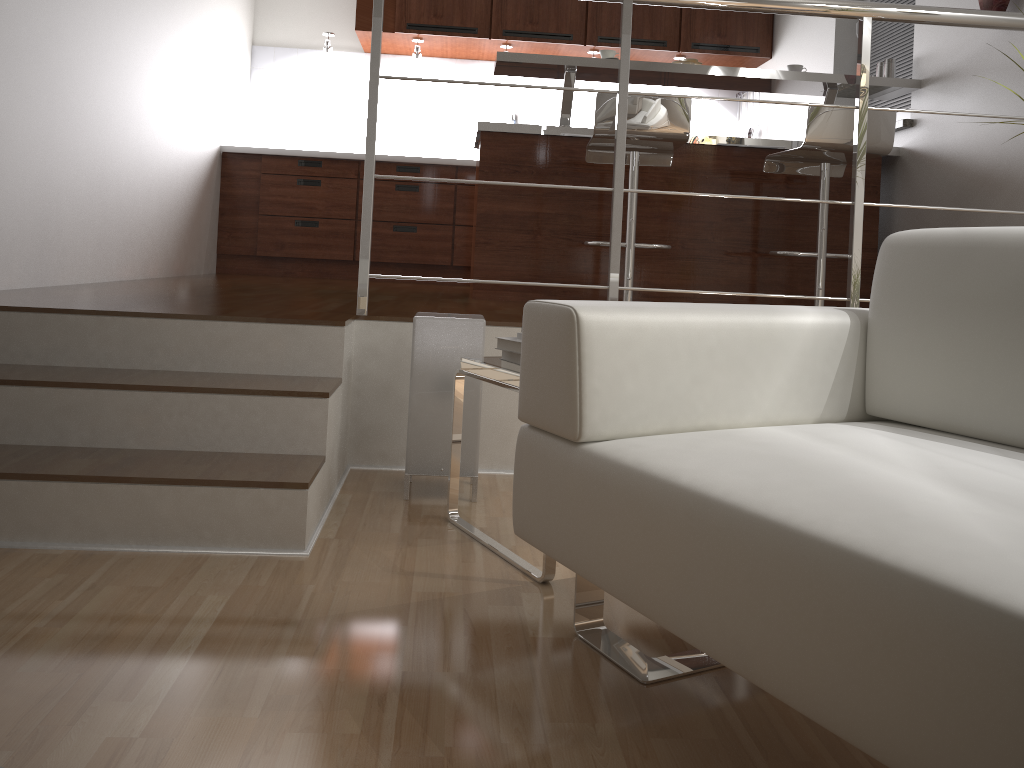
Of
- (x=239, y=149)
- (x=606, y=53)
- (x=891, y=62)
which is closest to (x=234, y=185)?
(x=239, y=149)

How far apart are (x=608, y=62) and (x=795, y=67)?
0.8m

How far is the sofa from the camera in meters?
0.8 m

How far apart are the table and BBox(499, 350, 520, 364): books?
0.02m

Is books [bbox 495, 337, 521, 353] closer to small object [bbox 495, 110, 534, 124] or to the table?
the table

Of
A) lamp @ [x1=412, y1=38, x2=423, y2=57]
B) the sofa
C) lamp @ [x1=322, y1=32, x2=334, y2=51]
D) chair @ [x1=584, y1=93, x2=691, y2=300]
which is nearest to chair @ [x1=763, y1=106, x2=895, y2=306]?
chair @ [x1=584, y1=93, x2=691, y2=300]

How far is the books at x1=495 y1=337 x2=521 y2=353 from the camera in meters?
2.0 m

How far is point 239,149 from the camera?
5.33m

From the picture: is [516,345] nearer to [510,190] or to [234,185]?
[510,190]

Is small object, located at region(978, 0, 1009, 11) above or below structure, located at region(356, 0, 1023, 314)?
above
